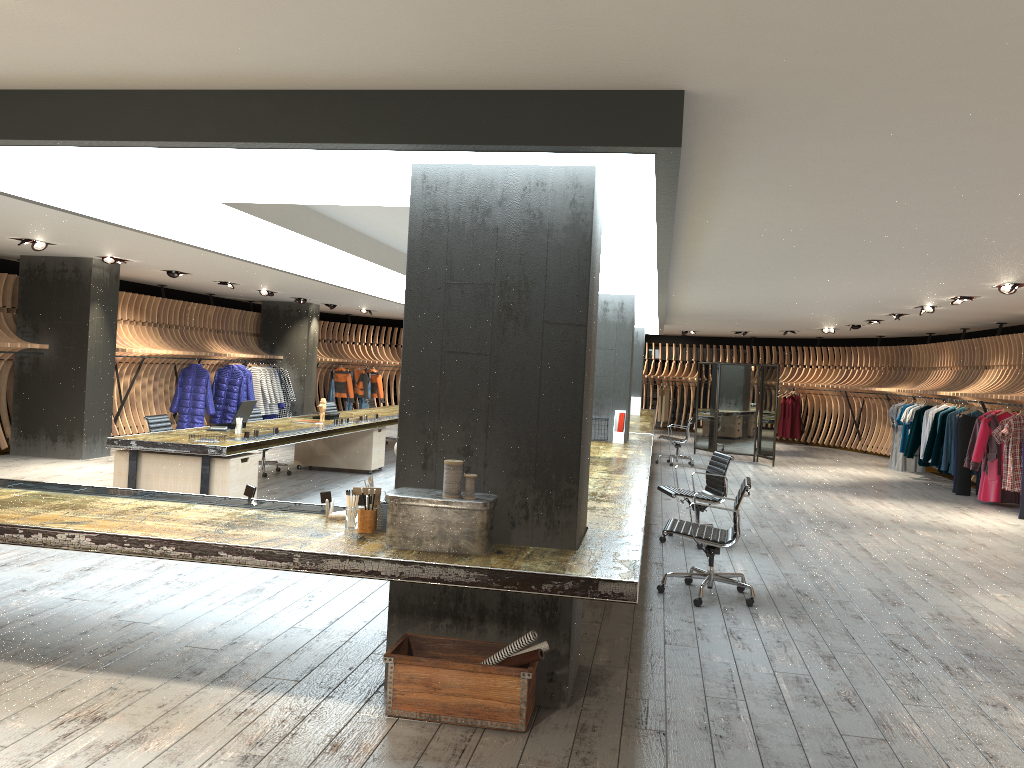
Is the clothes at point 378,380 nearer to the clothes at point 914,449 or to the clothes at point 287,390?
the clothes at point 287,390

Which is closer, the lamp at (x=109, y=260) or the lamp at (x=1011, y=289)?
the lamp at (x=1011, y=289)

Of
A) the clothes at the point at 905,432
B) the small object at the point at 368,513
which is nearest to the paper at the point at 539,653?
the small object at the point at 368,513

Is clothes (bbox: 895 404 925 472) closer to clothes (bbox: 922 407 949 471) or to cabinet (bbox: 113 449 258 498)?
clothes (bbox: 922 407 949 471)

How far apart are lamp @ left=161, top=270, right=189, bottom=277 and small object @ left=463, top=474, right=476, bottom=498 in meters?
11.0

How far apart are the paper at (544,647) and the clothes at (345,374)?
18.8m

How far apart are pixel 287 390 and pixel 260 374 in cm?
106

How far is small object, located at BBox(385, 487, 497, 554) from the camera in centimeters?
392cm

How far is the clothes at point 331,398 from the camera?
22.10m

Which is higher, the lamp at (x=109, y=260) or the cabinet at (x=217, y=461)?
the lamp at (x=109, y=260)
